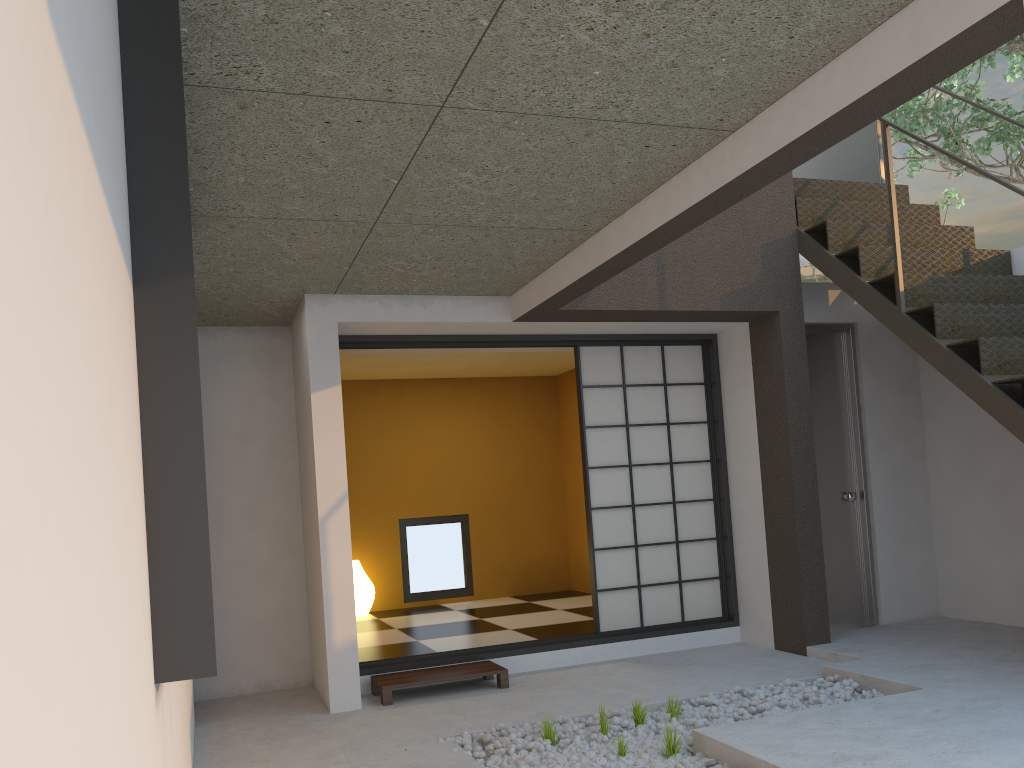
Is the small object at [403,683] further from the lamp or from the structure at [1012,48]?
the structure at [1012,48]

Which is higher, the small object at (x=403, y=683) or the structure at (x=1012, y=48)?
the structure at (x=1012, y=48)

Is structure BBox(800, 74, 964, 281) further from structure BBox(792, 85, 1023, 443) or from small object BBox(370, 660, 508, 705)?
small object BBox(370, 660, 508, 705)

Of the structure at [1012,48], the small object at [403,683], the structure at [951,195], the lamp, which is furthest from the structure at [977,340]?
the structure at [951,195]

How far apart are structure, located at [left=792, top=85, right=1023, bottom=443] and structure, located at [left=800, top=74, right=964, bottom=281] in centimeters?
519cm

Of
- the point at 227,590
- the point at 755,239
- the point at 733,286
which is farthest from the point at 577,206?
the point at 227,590

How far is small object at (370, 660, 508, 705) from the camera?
4.58m

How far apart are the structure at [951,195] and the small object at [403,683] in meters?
9.3 m

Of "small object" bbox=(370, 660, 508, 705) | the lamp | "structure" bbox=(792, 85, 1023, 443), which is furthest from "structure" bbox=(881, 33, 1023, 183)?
the lamp

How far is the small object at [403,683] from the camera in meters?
4.6
